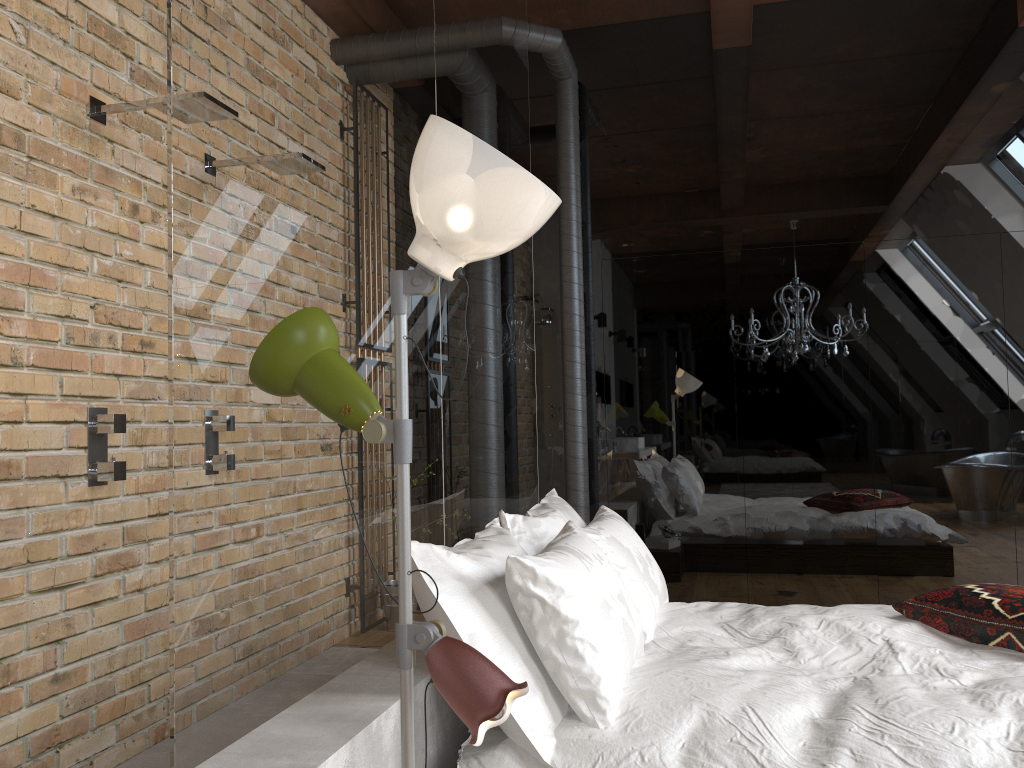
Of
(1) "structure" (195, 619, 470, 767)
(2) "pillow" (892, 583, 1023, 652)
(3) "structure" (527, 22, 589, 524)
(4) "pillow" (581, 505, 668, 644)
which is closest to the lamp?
(1) "structure" (195, 619, 470, 767)

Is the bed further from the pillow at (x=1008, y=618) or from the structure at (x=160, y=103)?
the structure at (x=160, y=103)

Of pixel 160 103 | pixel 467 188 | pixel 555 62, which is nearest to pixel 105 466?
pixel 160 103

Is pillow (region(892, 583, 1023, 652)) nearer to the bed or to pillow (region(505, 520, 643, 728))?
the bed

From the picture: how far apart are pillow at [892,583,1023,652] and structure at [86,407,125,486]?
2.5 meters

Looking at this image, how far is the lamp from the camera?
1.38m

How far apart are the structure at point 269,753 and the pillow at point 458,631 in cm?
15

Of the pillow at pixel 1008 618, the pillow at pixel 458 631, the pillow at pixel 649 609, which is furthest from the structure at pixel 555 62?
the pillow at pixel 1008 618

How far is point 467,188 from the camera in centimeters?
138cm

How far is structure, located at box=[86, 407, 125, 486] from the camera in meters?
2.8
